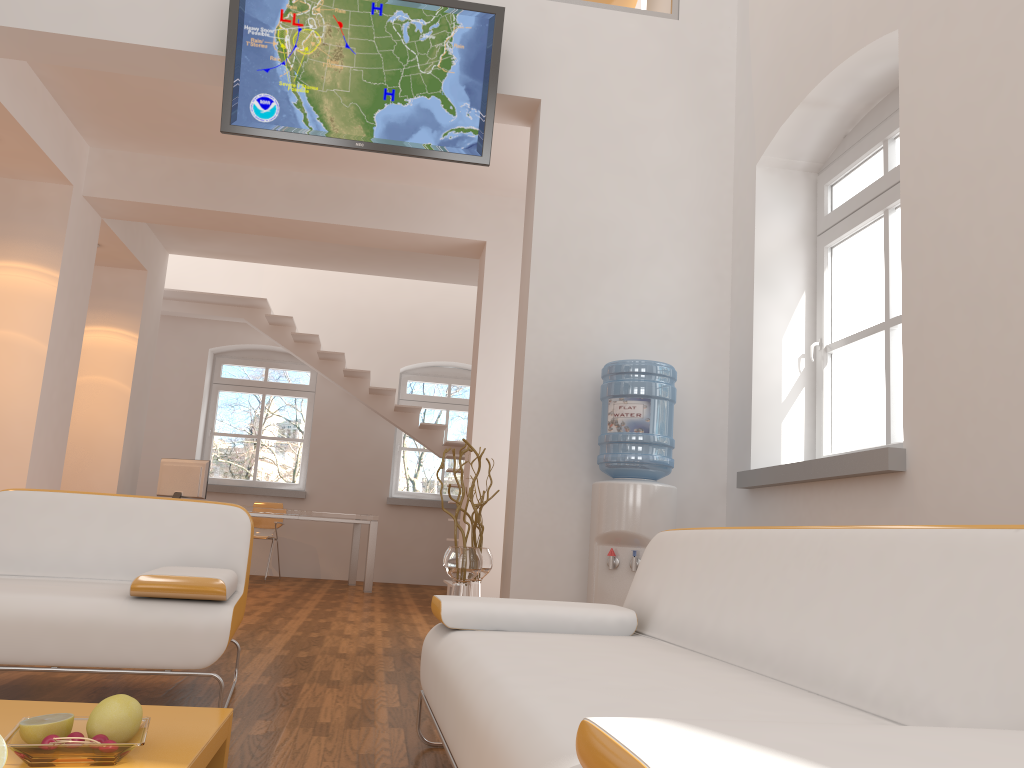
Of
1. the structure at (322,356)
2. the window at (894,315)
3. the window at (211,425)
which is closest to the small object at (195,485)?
the structure at (322,356)

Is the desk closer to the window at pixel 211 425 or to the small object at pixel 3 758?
the window at pixel 211 425

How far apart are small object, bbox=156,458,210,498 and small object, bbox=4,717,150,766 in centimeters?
719cm

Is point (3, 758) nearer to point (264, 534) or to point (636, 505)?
point (636, 505)

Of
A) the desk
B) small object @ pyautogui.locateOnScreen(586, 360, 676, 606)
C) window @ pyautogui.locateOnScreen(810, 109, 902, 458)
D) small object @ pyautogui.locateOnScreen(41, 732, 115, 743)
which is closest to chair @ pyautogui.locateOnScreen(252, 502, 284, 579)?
the desk

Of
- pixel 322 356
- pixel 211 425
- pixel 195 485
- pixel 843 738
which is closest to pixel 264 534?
pixel 195 485

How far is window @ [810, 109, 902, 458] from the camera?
3.9 meters

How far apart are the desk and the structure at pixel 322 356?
1.20m

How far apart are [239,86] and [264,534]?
6.4m

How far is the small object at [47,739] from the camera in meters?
1.6 m
